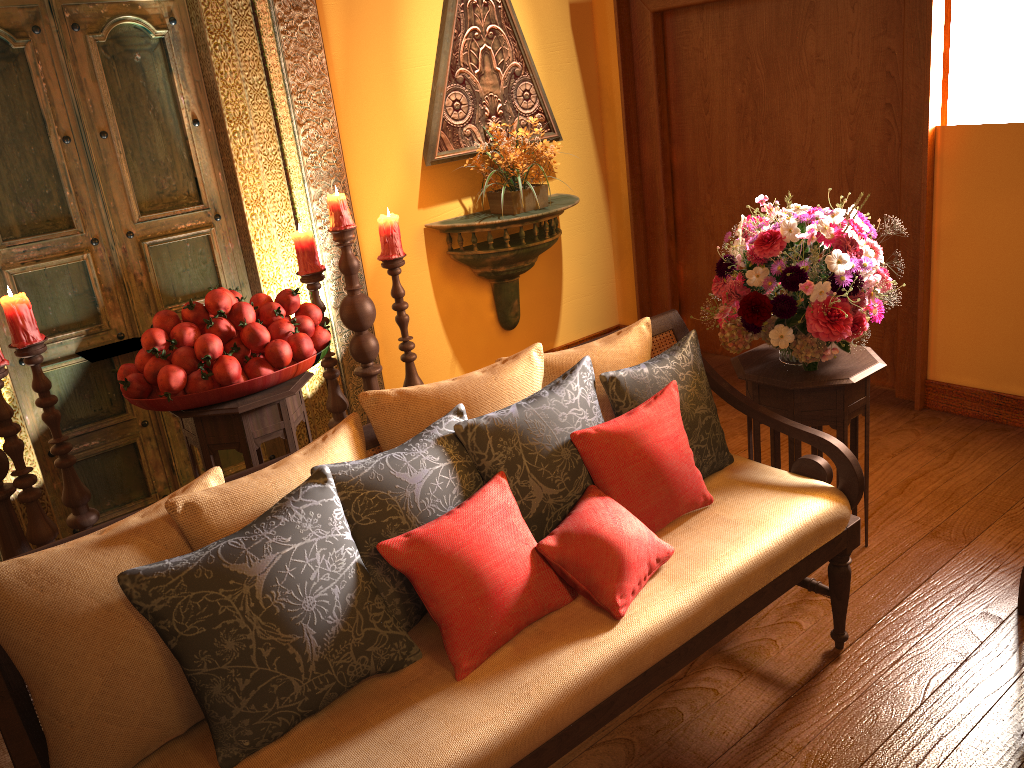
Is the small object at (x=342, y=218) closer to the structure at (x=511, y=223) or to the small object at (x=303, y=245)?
the small object at (x=303, y=245)

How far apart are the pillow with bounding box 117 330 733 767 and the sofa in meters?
0.0

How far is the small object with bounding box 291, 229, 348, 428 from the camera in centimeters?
312cm

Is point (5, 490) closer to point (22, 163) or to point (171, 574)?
point (22, 163)

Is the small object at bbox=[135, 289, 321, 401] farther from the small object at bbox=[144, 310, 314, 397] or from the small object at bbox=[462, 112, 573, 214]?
the small object at bbox=[462, 112, 573, 214]

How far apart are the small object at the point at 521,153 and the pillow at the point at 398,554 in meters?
2.1 m

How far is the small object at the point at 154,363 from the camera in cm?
249

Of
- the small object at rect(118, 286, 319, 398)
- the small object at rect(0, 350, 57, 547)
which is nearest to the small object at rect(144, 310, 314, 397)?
the small object at rect(118, 286, 319, 398)

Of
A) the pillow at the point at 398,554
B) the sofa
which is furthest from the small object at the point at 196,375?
the pillow at the point at 398,554

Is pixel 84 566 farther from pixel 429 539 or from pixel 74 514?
pixel 74 514
